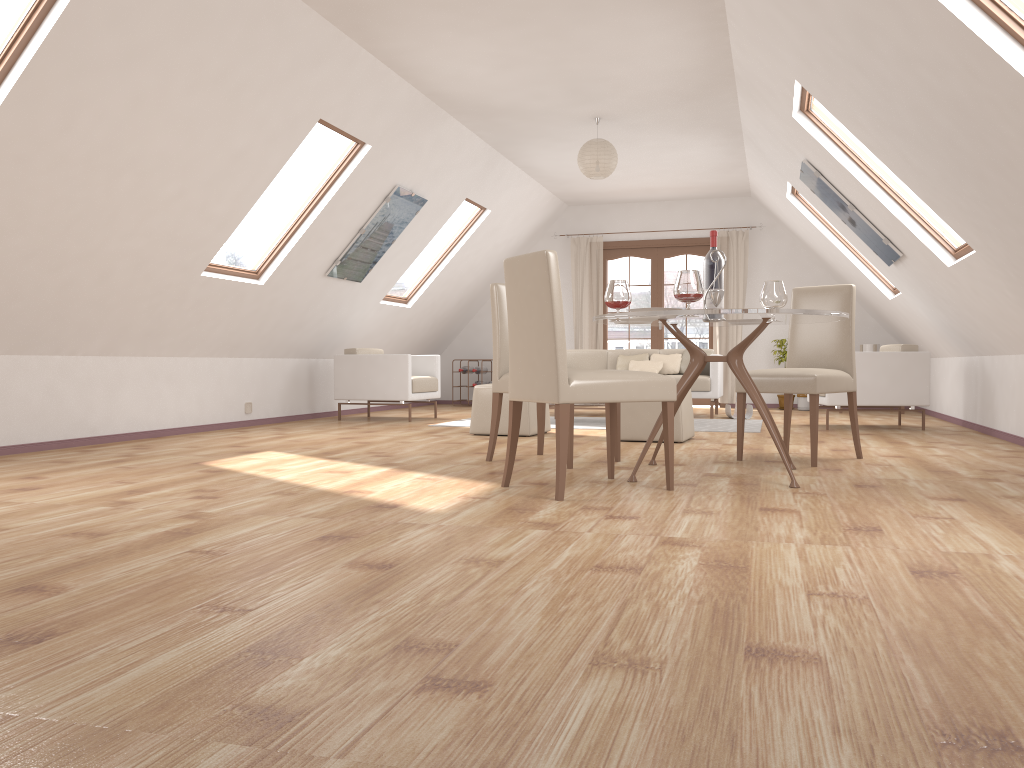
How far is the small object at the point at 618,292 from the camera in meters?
4.3 m

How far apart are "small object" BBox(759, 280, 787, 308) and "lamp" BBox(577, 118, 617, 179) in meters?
3.2 m

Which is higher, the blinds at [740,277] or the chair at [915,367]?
the blinds at [740,277]

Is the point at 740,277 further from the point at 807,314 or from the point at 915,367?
the point at 807,314

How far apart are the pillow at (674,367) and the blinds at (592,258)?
2.0m

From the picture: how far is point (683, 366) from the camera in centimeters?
926cm

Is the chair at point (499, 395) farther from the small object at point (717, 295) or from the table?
the small object at point (717, 295)

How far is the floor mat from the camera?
7.3 meters

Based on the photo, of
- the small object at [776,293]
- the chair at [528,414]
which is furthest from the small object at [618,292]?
the chair at [528,414]

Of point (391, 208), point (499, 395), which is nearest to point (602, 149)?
point (391, 208)
